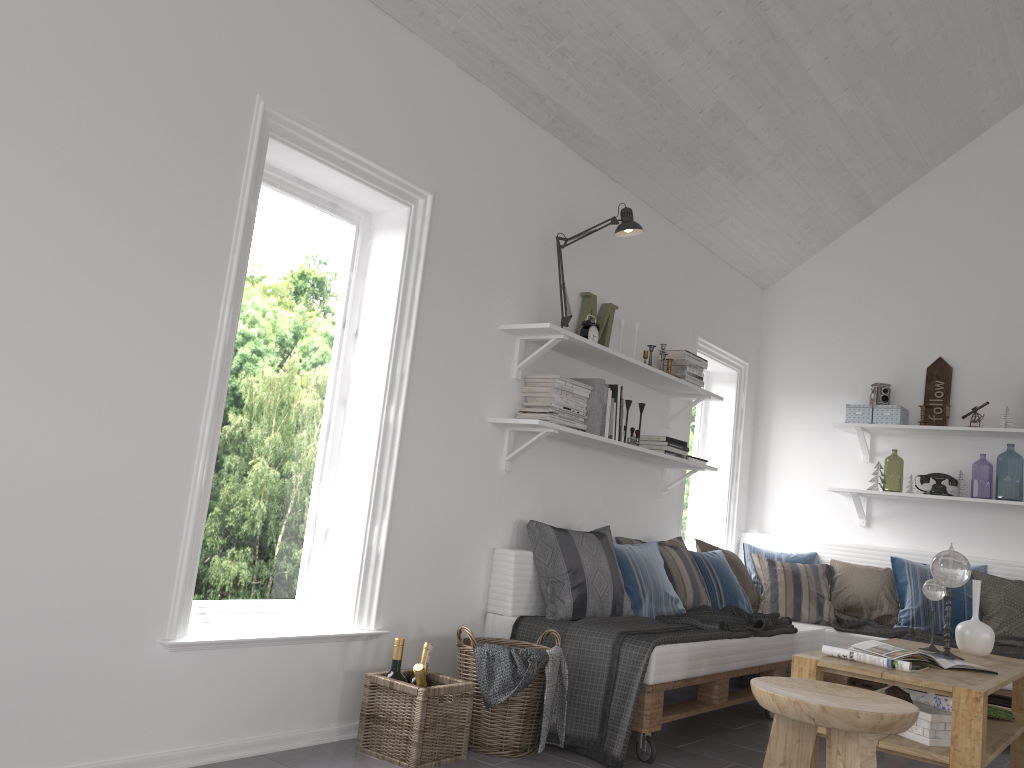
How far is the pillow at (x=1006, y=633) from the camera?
4.62m

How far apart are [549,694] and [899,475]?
10.21m

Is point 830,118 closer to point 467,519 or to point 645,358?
point 645,358

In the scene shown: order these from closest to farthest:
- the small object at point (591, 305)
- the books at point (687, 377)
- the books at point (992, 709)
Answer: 1. the books at point (992, 709)
2. the small object at point (591, 305)
3. the books at point (687, 377)

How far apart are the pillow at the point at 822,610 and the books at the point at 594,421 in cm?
186

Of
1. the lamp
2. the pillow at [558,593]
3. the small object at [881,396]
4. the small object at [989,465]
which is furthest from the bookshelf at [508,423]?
the small object at [989,465]

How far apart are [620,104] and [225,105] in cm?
206

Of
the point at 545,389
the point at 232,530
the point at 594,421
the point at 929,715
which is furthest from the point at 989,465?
the point at 232,530

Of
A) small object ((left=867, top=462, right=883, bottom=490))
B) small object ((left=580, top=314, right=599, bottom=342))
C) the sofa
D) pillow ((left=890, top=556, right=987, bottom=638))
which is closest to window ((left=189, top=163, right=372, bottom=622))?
the sofa

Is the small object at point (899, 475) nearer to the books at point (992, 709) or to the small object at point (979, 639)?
the small object at point (979, 639)
